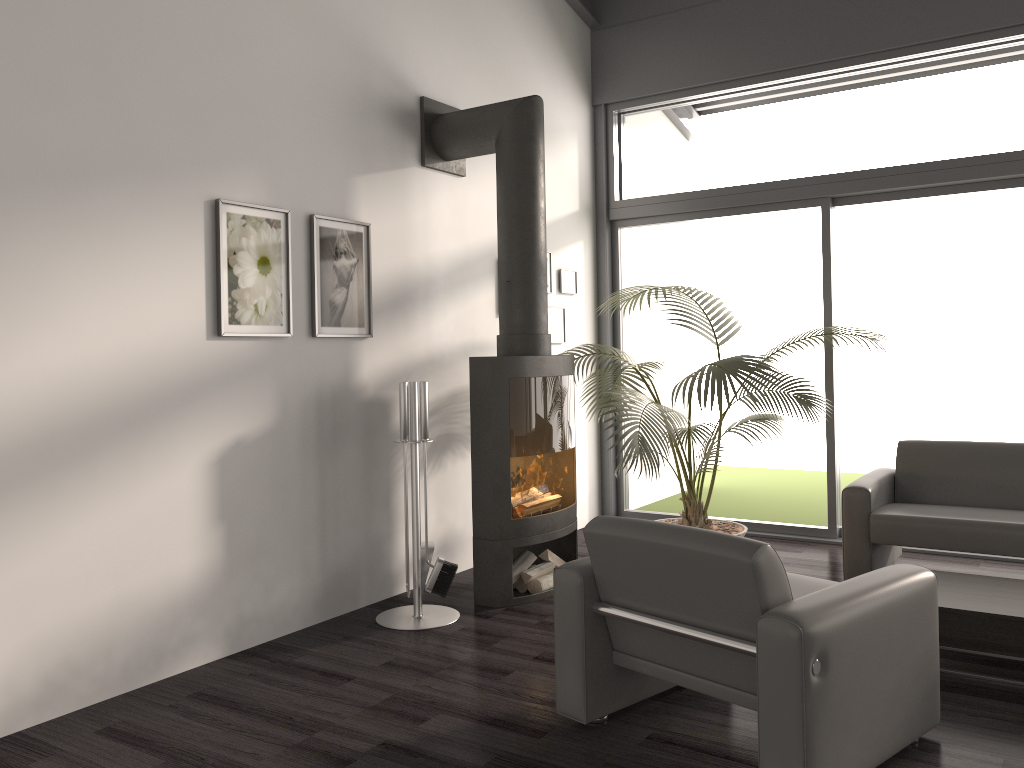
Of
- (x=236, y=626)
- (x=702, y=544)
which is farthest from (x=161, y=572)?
(x=702, y=544)

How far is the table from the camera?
3.29m

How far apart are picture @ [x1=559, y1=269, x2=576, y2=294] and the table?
3.1m

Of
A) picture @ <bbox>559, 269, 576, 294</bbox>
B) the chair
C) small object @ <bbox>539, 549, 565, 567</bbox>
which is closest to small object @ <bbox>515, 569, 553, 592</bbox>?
small object @ <bbox>539, 549, 565, 567</bbox>

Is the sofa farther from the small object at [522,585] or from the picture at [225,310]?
the picture at [225,310]

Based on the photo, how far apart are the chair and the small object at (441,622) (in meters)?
1.22

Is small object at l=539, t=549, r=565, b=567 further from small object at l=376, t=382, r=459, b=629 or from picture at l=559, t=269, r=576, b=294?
picture at l=559, t=269, r=576, b=294

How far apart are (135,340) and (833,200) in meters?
4.3 m

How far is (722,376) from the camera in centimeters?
462cm

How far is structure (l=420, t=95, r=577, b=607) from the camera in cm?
439
